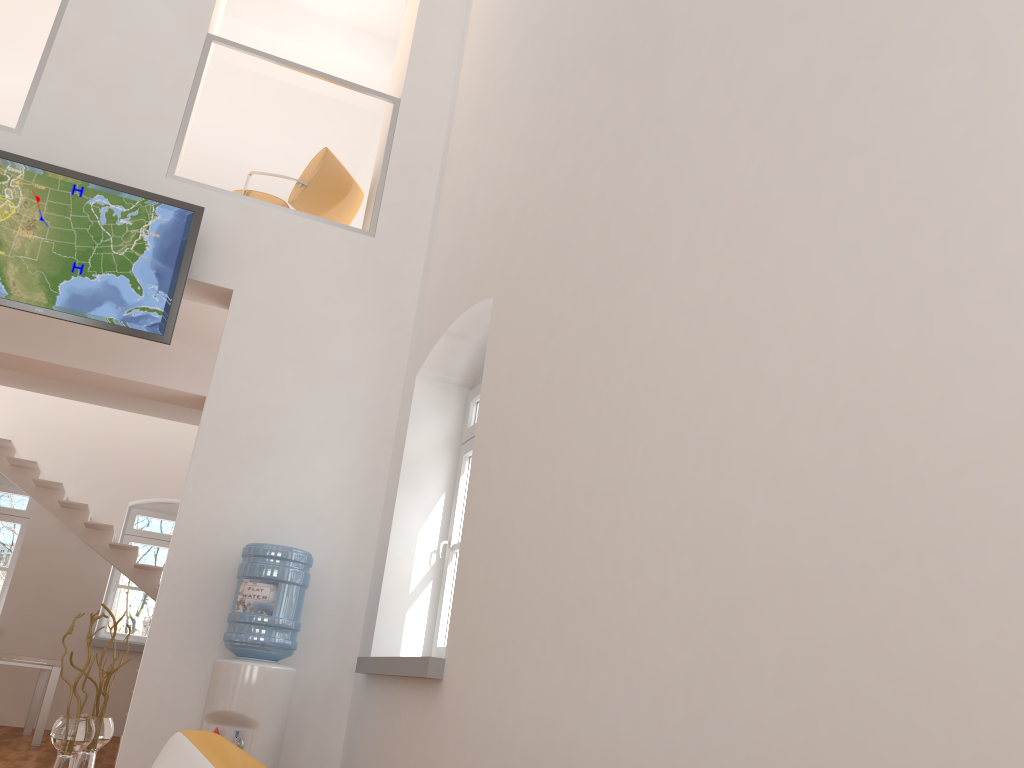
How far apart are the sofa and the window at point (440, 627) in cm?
199

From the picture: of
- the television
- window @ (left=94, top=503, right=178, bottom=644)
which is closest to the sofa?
the television

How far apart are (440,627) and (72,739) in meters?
1.9 m

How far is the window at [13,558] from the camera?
10.37m

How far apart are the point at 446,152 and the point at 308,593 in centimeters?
302cm

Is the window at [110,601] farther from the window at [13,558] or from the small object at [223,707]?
the small object at [223,707]

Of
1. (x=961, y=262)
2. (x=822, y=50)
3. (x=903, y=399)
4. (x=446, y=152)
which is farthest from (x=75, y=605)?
(x=961, y=262)

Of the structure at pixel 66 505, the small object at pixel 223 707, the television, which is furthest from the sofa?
the structure at pixel 66 505

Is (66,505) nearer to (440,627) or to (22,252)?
(22,252)

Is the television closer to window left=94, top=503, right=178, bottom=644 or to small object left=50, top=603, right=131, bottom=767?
small object left=50, top=603, right=131, bottom=767
